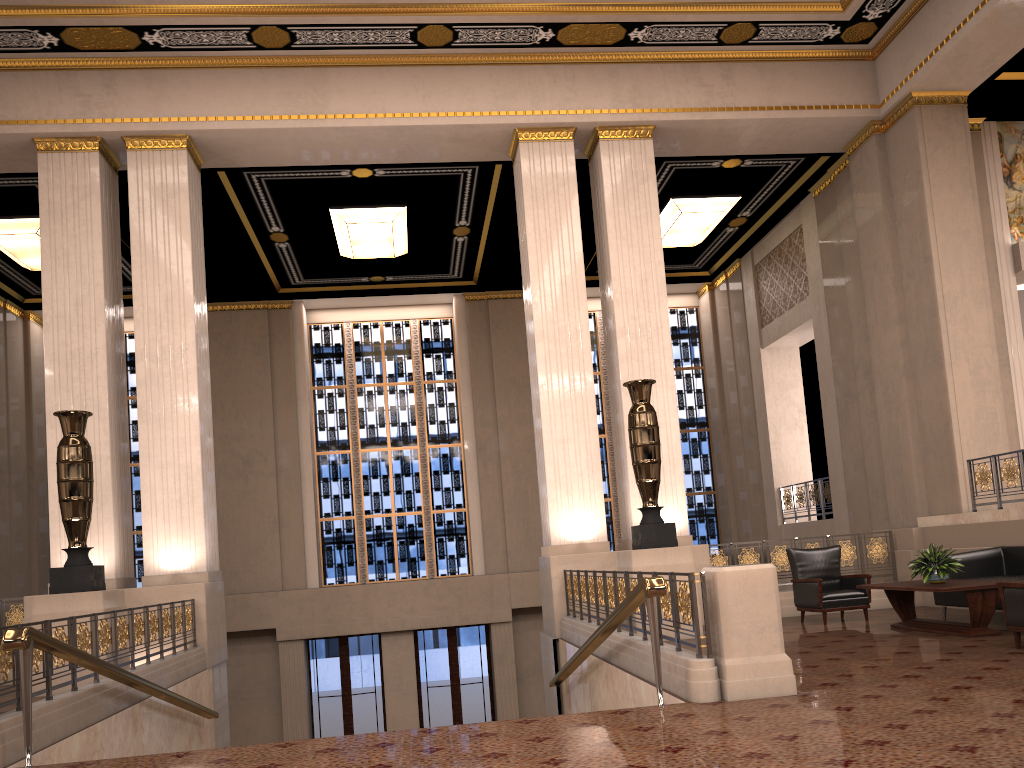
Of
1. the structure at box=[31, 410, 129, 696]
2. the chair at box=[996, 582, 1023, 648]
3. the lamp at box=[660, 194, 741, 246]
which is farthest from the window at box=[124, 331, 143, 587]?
the chair at box=[996, 582, 1023, 648]

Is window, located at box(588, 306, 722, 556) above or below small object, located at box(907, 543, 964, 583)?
above

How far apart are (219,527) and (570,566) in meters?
8.9

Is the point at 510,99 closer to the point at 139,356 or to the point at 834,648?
the point at 139,356

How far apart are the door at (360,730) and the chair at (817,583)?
9.4m

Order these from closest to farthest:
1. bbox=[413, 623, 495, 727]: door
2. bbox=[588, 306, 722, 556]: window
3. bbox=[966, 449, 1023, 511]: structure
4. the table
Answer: the table < bbox=[966, 449, 1023, 511]: structure < bbox=[413, 623, 495, 727]: door < bbox=[588, 306, 722, 556]: window

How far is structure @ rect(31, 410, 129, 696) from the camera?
8.4 meters

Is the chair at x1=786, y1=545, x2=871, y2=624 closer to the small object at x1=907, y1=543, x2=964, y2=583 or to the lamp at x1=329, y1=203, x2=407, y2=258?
the small object at x1=907, y1=543, x2=964, y2=583

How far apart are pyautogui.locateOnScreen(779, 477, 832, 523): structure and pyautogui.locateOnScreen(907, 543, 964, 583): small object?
6.7m

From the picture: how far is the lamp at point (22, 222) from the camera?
13.2 meters
